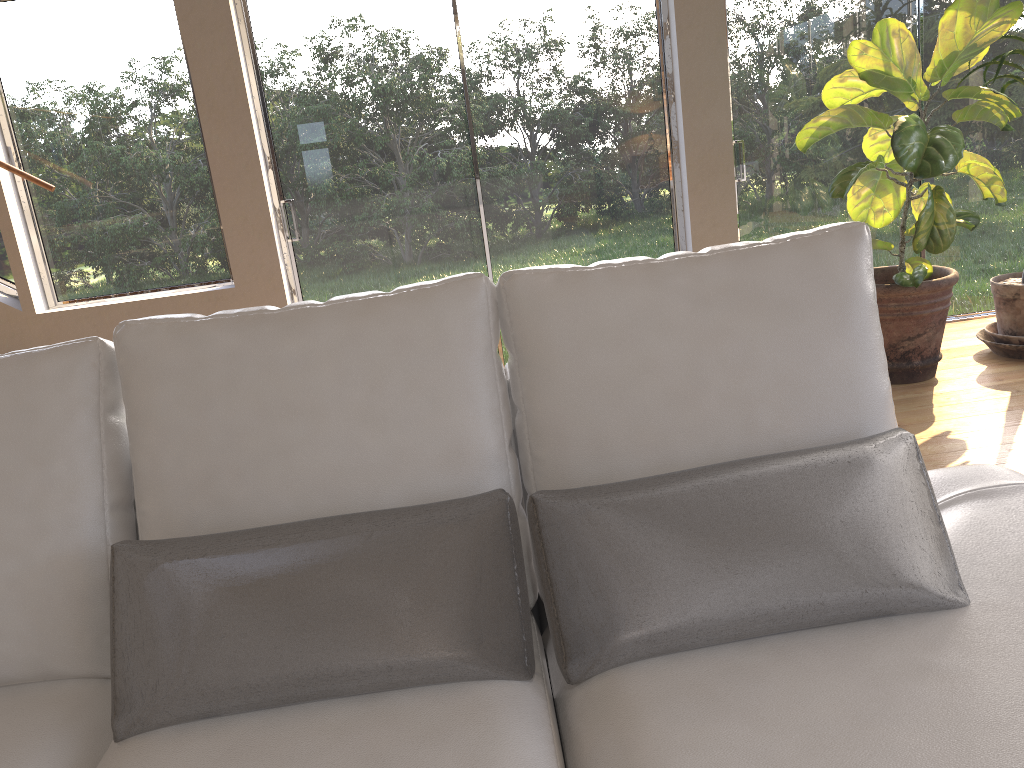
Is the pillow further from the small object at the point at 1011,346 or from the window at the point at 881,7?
the window at the point at 881,7

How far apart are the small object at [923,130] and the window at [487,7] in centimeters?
70cm

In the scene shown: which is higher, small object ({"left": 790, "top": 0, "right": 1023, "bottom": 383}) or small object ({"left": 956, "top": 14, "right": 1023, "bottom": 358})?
small object ({"left": 790, "top": 0, "right": 1023, "bottom": 383})

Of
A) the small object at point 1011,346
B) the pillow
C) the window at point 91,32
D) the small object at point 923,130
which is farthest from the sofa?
the window at point 91,32

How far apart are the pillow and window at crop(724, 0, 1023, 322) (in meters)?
3.26

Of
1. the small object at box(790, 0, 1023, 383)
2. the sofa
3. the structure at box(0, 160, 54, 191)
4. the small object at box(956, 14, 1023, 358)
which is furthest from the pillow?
the structure at box(0, 160, 54, 191)

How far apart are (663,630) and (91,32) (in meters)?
4.07

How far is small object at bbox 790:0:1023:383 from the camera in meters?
3.3

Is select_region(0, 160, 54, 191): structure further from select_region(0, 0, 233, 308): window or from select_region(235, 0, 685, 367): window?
select_region(235, 0, 685, 367): window

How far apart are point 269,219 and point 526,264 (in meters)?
1.26
